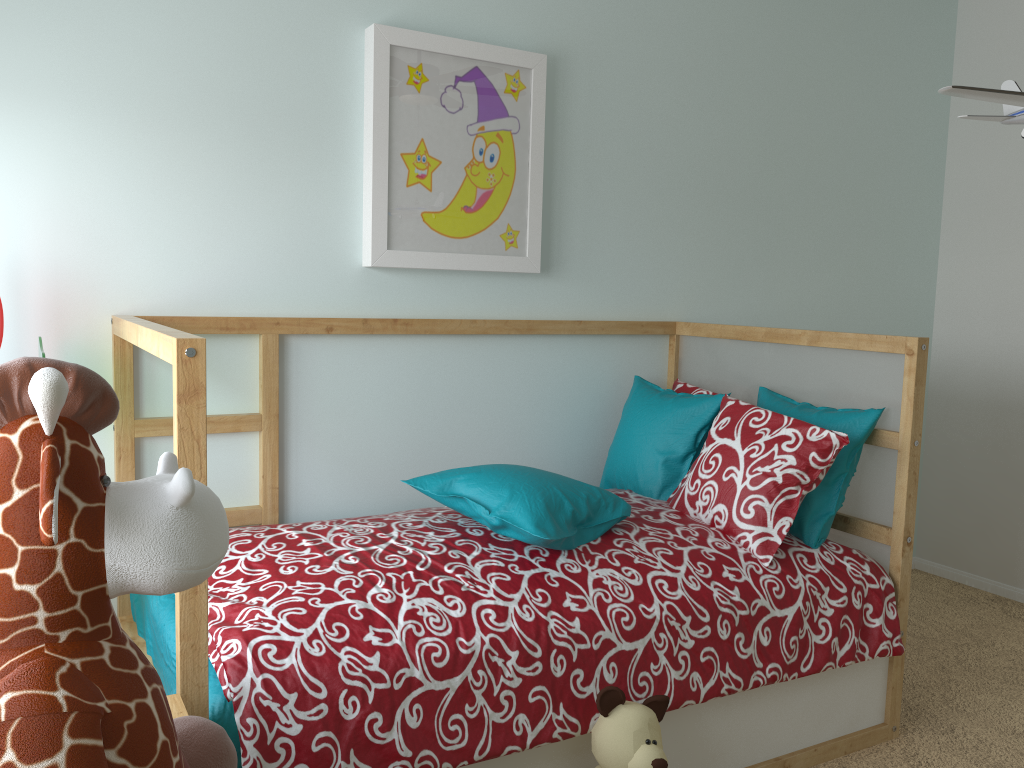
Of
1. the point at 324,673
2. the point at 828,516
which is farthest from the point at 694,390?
the point at 324,673

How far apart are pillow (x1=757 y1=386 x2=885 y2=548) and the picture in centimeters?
71cm

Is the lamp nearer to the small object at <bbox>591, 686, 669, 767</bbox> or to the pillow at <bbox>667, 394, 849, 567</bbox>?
the pillow at <bbox>667, 394, 849, 567</bbox>

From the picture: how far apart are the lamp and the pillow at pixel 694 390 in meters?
1.2 m

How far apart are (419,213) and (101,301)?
0.79m

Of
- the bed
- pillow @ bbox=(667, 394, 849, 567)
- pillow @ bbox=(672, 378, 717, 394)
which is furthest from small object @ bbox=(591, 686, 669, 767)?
pillow @ bbox=(672, 378, 717, 394)

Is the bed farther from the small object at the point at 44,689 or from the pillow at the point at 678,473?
the small object at the point at 44,689

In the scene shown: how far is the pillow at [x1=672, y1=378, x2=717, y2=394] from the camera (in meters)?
2.58

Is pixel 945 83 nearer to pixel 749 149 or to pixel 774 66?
pixel 774 66

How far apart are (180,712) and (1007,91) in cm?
147
